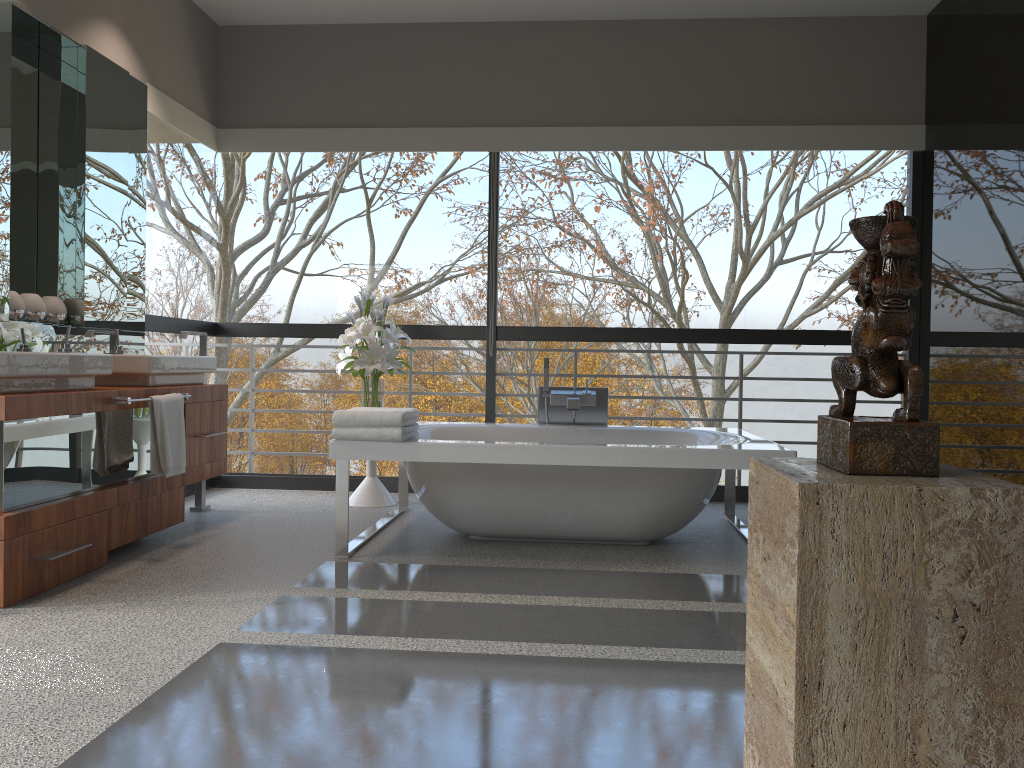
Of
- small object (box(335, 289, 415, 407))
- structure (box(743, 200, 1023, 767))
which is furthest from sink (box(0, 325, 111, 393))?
structure (box(743, 200, 1023, 767))

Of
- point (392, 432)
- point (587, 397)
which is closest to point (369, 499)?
point (587, 397)

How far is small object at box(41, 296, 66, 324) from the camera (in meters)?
4.05

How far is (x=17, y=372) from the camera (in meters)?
3.09

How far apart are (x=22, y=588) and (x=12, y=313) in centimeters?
130cm

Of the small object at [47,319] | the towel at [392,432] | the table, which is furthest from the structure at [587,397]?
the small object at [47,319]

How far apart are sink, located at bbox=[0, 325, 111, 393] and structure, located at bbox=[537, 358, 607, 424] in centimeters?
228cm

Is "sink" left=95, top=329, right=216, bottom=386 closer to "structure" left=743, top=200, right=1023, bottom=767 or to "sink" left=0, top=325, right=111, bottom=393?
"sink" left=0, top=325, right=111, bottom=393

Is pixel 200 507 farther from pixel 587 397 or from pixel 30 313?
pixel 587 397

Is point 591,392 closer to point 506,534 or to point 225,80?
point 506,534
